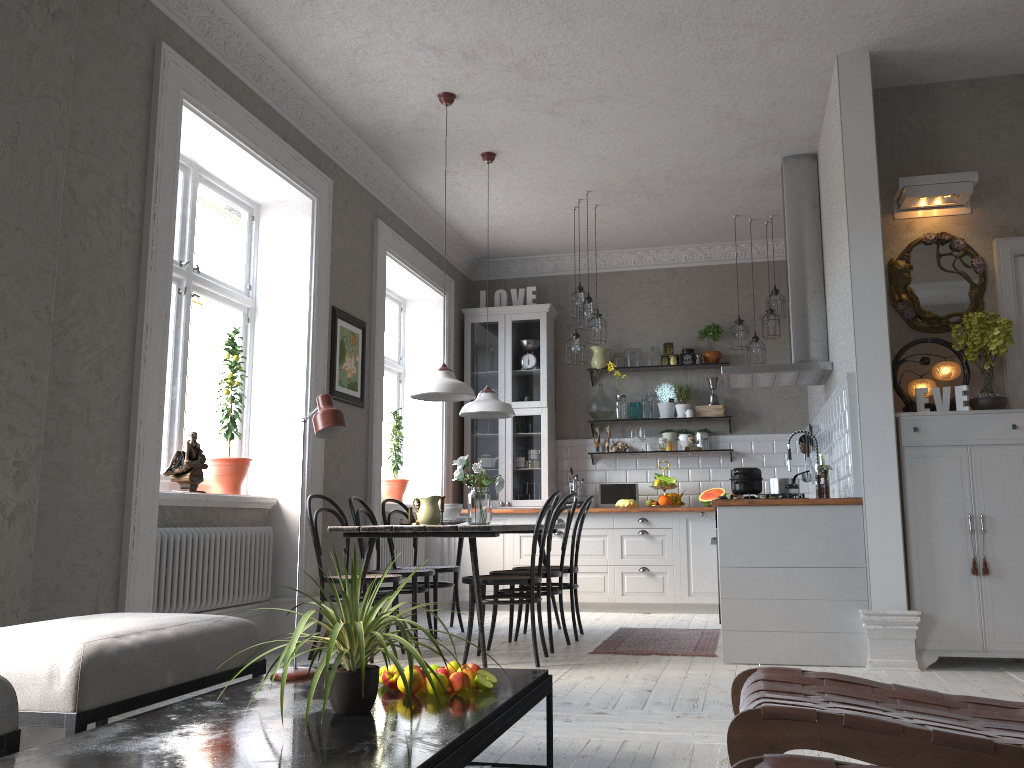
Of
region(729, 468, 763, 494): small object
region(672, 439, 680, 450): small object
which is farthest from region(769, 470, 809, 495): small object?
region(672, 439, 680, 450): small object

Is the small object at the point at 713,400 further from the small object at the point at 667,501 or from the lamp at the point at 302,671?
the lamp at the point at 302,671

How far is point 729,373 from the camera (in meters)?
5.87

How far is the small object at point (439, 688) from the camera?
2.33m

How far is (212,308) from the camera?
11.49m

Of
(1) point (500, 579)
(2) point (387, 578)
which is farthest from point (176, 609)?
(1) point (500, 579)

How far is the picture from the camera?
5.9m

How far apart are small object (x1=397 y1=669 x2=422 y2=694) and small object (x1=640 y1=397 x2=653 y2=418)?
5.9 meters

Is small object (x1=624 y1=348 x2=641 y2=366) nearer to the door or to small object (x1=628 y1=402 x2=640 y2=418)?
small object (x1=628 y1=402 x2=640 y2=418)

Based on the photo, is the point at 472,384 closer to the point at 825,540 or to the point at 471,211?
the point at 471,211
